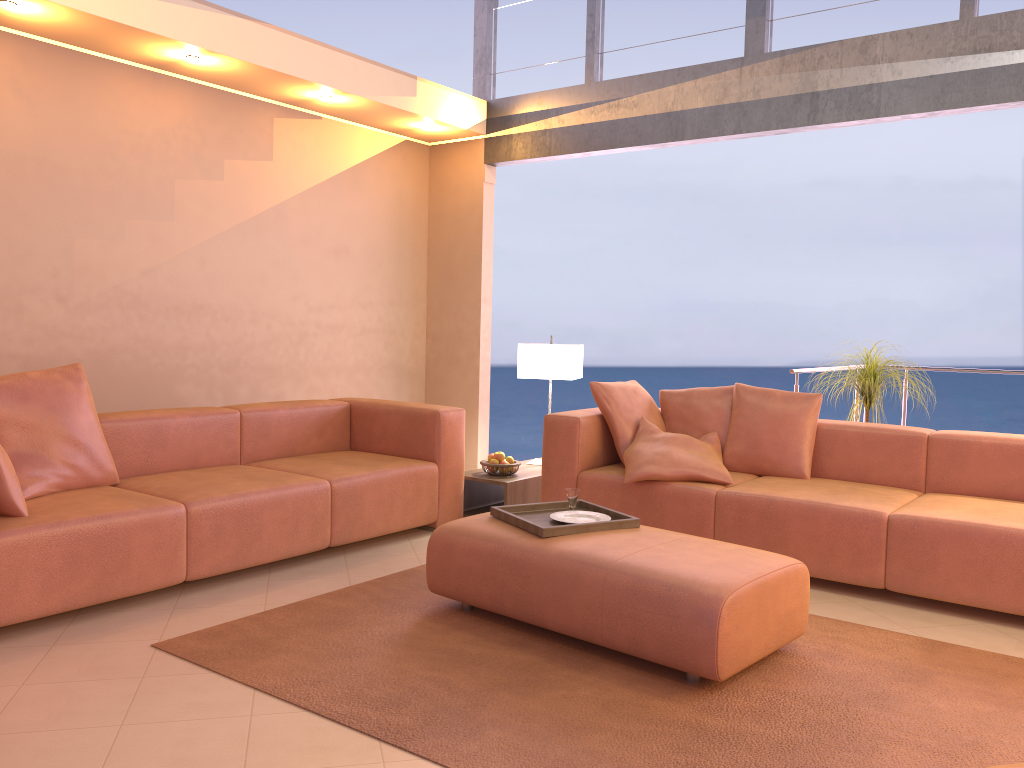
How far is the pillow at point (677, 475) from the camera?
4.2 meters

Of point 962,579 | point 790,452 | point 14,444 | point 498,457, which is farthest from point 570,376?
point 14,444

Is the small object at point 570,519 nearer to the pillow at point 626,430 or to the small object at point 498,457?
the pillow at point 626,430

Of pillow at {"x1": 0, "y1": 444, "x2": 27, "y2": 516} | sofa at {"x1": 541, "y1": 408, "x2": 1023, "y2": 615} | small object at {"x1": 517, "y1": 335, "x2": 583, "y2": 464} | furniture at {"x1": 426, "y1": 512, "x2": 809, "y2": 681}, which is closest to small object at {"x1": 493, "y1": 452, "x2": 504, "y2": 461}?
sofa at {"x1": 541, "y1": 408, "x2": 1023, "y2": 615}

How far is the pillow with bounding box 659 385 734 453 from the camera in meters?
4.7 m

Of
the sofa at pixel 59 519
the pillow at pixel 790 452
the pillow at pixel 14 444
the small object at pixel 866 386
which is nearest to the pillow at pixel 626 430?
the pillow at pixel 790 452

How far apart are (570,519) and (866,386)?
2.2m

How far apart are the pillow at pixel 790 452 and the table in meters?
1.1 m

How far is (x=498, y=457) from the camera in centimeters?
504cm

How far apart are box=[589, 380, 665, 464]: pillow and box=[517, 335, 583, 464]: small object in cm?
48
